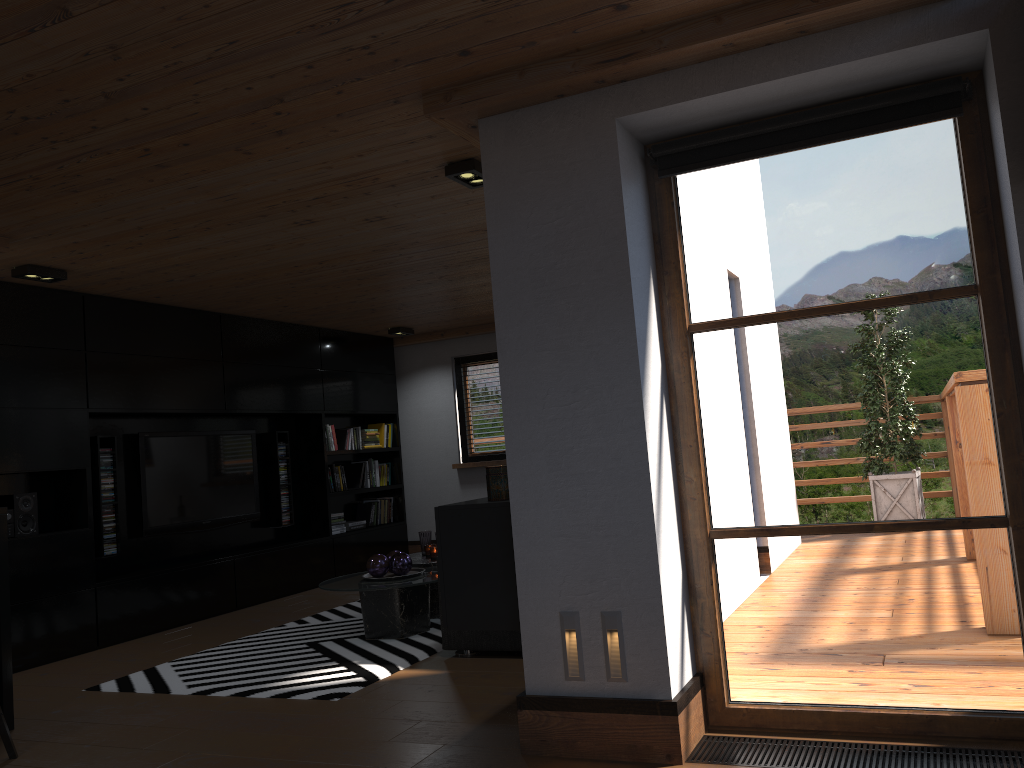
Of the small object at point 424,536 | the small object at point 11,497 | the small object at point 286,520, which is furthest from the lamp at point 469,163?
the small object at point 286,520

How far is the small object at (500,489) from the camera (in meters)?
3.42

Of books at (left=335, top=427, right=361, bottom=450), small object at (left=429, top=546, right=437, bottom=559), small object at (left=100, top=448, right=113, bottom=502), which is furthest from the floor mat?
books at (left=335, top=427, right=361, bottom=450)

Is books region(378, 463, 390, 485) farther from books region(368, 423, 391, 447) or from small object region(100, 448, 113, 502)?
small object region(100, 448, 113, 502)

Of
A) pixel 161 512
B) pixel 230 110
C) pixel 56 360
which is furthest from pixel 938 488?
pixel 161 512

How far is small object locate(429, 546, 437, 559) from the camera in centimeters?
597cm

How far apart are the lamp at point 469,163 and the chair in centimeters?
298cm

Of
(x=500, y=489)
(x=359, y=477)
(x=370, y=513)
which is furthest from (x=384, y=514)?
(x=500, y=489)

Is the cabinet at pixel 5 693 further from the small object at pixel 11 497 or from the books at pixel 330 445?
the books at pixel 330 445

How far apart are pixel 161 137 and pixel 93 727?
2.6m
